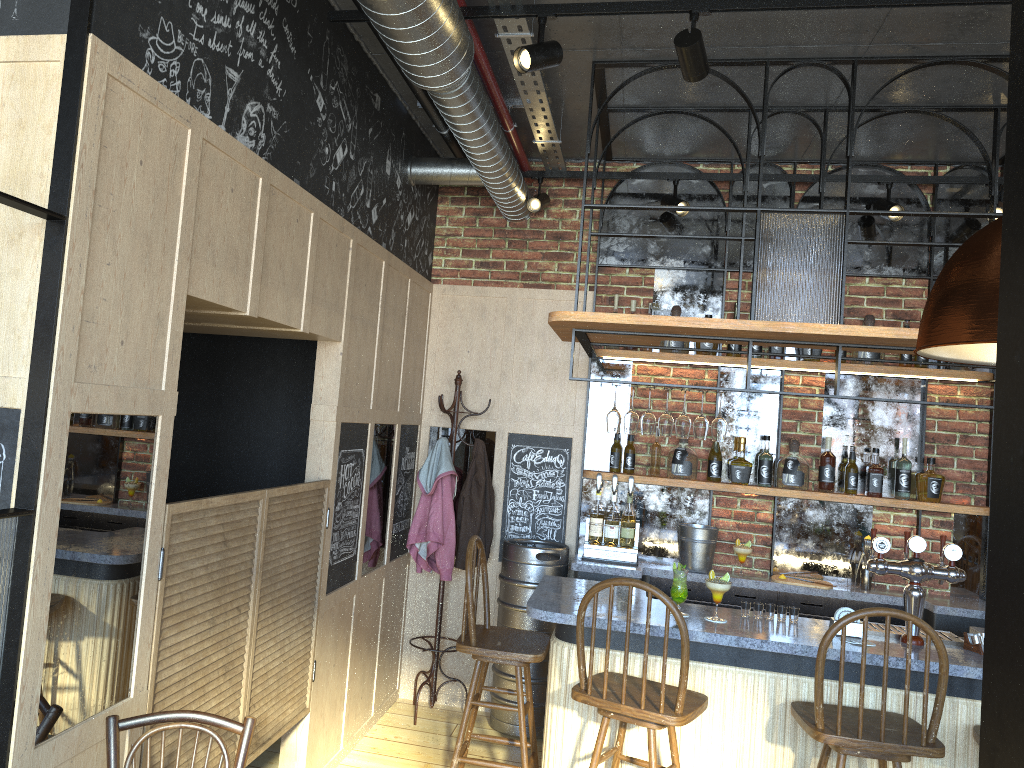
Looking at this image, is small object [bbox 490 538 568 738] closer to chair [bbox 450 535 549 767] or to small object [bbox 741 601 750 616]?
chair [bbox 450 535 549 767]

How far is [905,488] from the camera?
4.9 meters

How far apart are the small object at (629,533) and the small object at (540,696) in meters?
0.2

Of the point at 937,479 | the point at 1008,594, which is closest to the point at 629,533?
the point at 937,479

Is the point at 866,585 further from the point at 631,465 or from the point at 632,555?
the point at 631,465

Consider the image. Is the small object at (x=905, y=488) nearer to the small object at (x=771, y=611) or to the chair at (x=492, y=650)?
the small object at (x=771, y=611)

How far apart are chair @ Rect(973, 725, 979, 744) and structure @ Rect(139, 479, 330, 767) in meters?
2.6

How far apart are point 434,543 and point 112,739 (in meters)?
2.82

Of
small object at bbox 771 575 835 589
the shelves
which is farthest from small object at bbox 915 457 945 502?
small object at bbox 771 575 835 589

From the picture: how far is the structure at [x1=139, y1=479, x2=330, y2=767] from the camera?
2.6m
